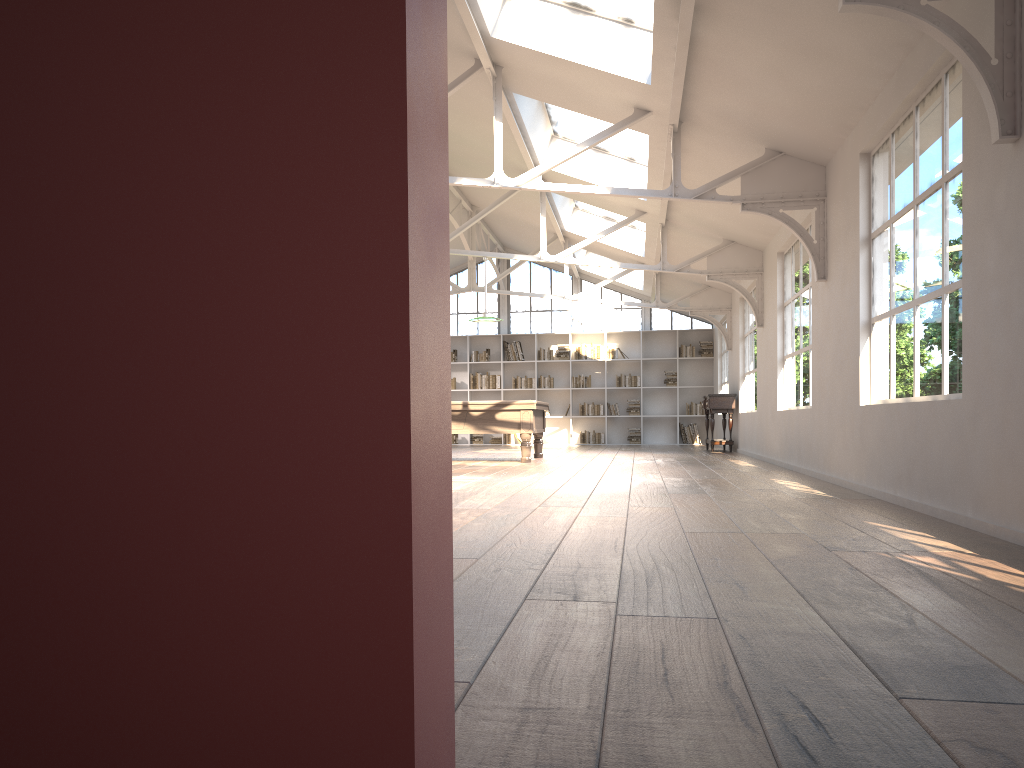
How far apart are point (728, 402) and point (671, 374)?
4.4 meters

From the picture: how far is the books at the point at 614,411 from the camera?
18.31m

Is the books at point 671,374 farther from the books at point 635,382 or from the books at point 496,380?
the books at point 496,380

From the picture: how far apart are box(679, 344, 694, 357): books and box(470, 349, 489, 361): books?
4.09m

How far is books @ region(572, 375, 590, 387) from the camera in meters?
18.4 m

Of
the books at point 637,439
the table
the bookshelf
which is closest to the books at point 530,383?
the bookshelf

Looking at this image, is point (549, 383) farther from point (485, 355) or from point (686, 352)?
point (686, 352)

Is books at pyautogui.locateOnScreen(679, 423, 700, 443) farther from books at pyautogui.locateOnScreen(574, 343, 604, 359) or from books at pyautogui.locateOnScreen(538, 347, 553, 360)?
books at pyautogui.locateOnScreen(538, 347, 553, 360)

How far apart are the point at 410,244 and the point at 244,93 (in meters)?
0.22

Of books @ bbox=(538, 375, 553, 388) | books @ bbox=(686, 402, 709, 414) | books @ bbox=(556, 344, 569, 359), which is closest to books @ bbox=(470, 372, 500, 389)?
books @ bbox=(538, 375, 553, 388)
